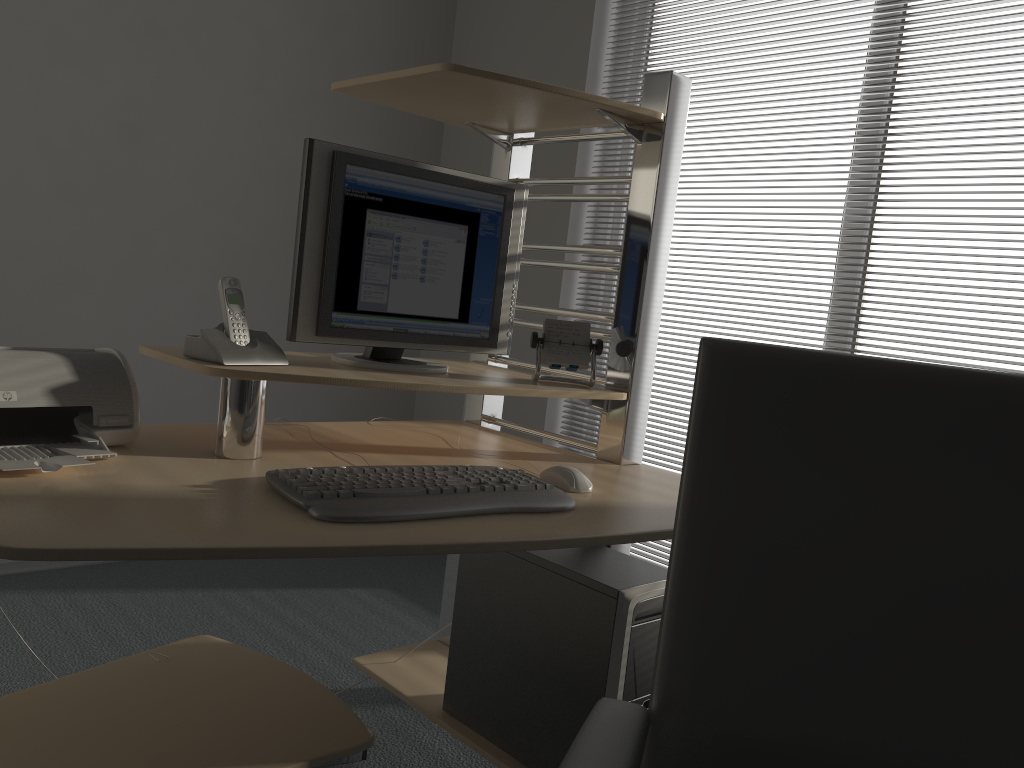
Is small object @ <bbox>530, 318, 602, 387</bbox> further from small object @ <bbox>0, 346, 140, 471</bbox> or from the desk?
small object @ <bbox>0, 346, 140, 471</bbox>

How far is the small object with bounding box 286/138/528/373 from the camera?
1.7m

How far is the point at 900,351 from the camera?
2.5 meters

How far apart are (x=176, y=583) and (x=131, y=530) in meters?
2.0 m

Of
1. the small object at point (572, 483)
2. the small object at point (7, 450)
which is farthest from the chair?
the small object at point (7, 450)

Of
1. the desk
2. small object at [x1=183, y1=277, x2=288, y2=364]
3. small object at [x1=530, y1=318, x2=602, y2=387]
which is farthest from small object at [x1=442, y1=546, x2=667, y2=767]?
small object at [x1=183, y1=277, x2=288, y2=364]

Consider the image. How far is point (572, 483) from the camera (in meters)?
1.58

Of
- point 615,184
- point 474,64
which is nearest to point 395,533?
point 615,184

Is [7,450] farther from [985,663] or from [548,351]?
[985,663]

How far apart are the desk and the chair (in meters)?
0.41
